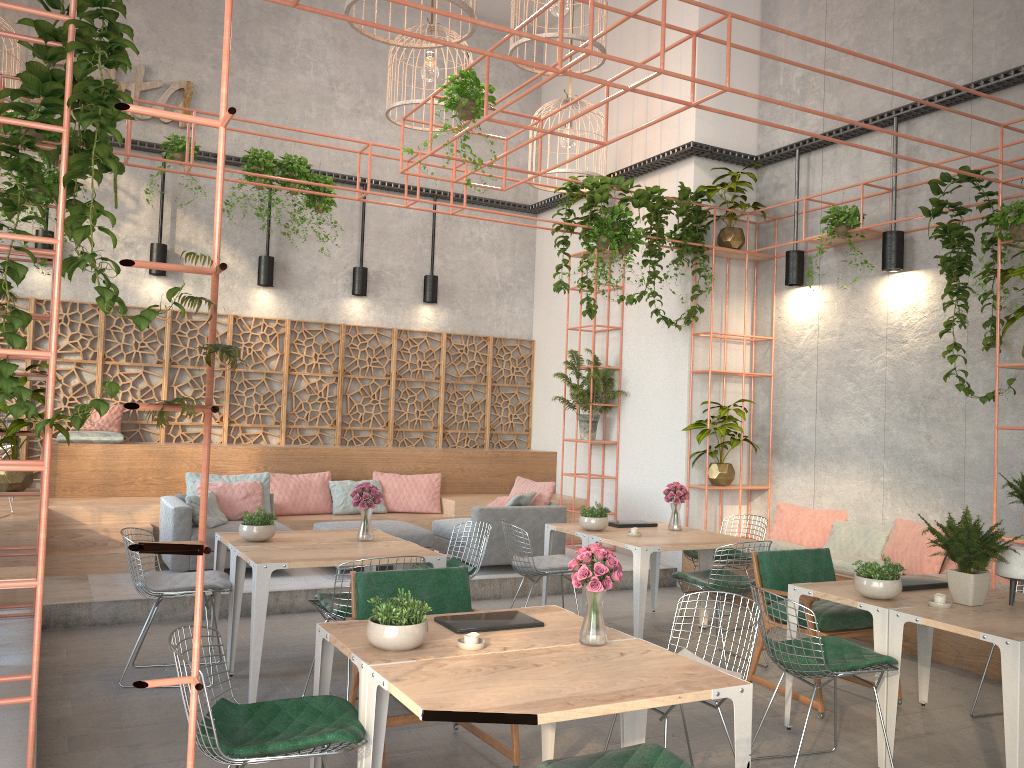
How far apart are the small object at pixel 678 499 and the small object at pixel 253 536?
3.3m

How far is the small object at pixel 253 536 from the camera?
5.9m

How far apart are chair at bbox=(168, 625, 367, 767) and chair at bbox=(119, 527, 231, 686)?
2.32m

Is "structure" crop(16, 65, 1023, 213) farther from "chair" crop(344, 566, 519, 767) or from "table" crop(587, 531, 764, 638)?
"chair" crop(344, 566, 519, 767)

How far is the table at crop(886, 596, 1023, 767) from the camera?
3.9m

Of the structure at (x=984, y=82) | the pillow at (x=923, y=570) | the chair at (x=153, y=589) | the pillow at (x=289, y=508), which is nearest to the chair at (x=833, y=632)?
the pillow at (x=923, y=570)

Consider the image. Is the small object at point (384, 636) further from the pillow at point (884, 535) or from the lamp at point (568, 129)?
the lamp at point (568, 129)

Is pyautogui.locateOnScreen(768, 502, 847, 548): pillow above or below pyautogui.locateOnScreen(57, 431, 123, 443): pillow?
below

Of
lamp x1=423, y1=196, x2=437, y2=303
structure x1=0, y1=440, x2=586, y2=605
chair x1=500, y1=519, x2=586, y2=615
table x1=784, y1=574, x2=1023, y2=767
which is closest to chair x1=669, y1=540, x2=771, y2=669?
chair x1=500, y1=519, x2=586, y2=615

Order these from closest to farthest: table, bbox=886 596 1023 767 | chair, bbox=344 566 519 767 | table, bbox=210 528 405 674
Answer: table, bbox=886 596 1023 767, chair, bbox=344 566 519 767, table, bbox=210 528 405 674
